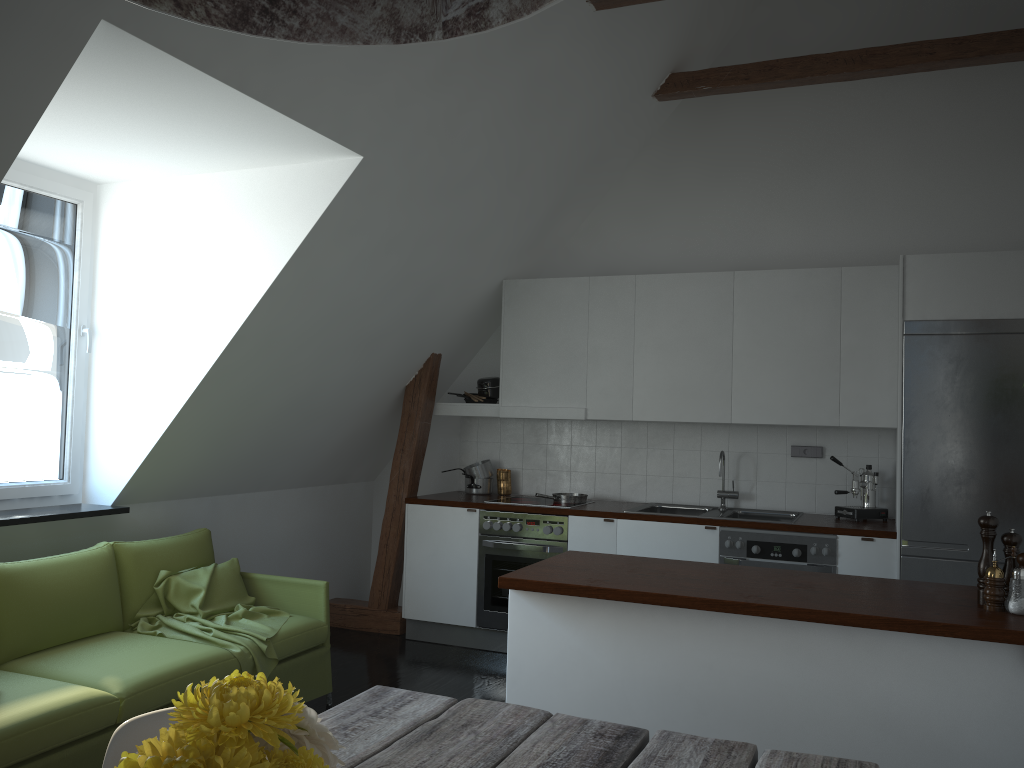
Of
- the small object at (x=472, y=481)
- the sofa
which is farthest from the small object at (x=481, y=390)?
the sofa

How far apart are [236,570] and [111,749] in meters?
2.8 m

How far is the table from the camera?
1.71m

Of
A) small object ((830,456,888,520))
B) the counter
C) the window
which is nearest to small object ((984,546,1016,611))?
the counter

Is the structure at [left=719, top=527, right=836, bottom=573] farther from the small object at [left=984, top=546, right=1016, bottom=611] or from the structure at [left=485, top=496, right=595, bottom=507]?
the small object at [left=984, top=546, right=1016, bottom=611]

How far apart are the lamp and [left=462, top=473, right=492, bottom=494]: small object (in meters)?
4.99

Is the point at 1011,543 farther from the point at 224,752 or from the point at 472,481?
the point at 472,481

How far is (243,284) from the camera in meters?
4.2 m

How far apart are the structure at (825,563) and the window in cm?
341

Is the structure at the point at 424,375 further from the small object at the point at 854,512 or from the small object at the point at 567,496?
the small object at the point at 854,512
